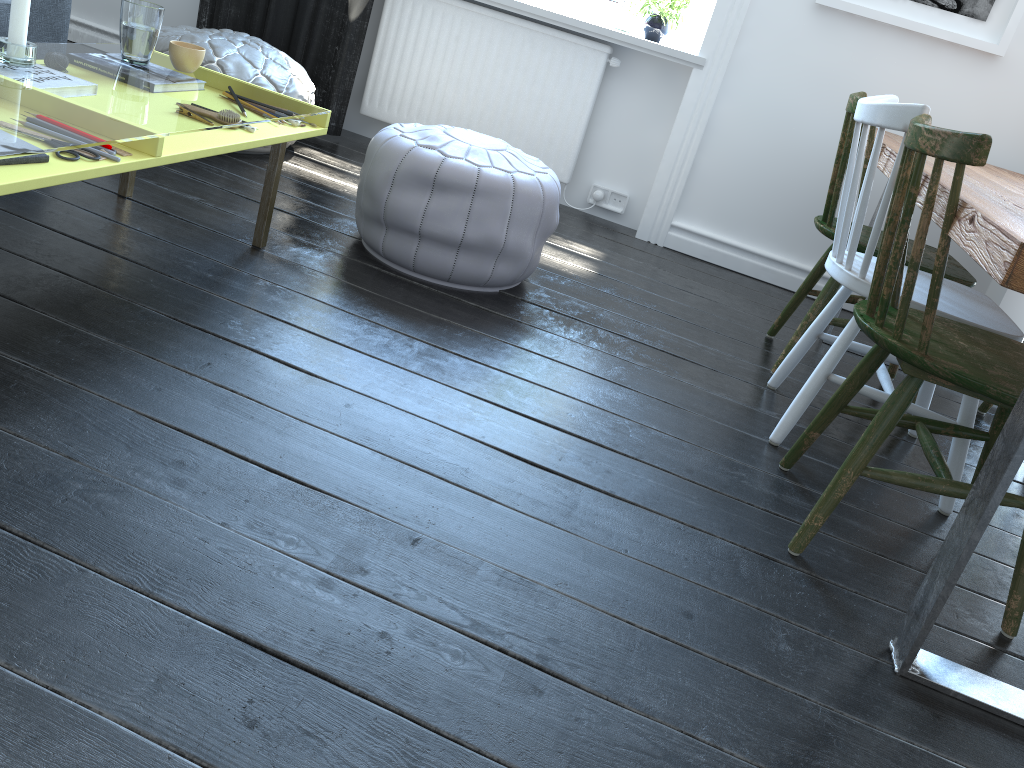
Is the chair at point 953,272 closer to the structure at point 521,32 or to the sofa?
the structure at point 521,32

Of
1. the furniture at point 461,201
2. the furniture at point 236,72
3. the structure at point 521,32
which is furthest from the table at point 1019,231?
the furniture at point 236,72

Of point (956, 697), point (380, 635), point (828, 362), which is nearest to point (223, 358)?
point (380, 635)

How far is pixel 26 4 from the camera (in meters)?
1.73

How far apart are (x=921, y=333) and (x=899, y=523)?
0.6m

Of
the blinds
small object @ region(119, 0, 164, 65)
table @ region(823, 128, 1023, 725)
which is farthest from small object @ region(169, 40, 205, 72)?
table @ region(823, 128, 1023, 725)

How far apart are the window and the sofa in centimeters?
195cm

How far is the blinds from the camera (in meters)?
3.54

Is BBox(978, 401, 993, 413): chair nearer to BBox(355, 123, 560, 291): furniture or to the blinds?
BBox(355, 123, 560, 291): furniture

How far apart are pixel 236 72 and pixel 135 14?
0.9m
